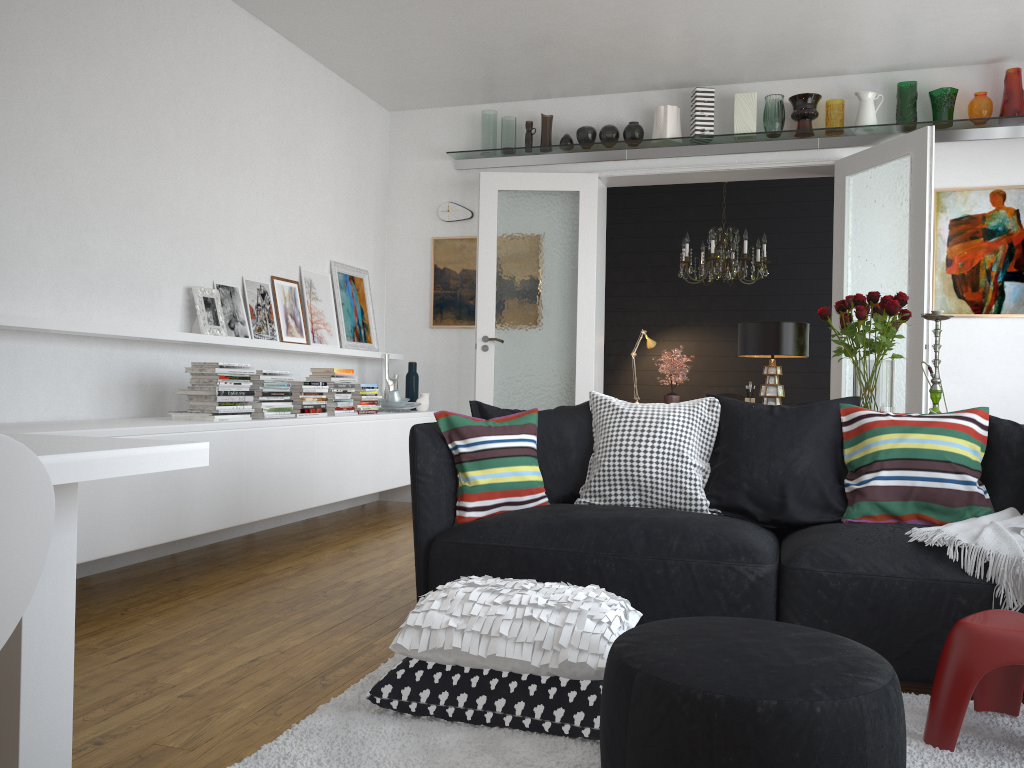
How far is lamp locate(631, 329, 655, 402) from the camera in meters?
7.8 m

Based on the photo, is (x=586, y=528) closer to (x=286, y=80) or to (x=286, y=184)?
(x=286, y=184)

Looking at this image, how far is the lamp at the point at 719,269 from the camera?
6.9 meters

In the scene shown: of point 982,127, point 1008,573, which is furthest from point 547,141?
point 1008,573

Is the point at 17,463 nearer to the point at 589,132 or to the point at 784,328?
the point at 784,328

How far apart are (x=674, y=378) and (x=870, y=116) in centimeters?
238cm

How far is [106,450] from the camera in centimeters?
128cm

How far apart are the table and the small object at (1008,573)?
2.2m

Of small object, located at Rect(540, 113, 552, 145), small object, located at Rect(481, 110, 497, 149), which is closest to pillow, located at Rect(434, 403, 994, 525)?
small object, located at Rect(540, 113, 552, 145)

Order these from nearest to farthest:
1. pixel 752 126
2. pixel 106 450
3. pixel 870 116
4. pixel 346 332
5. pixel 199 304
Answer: pixel 106 450, pixel 199 304, pixel 870 116, pixel 752 126, pixel 346 332
